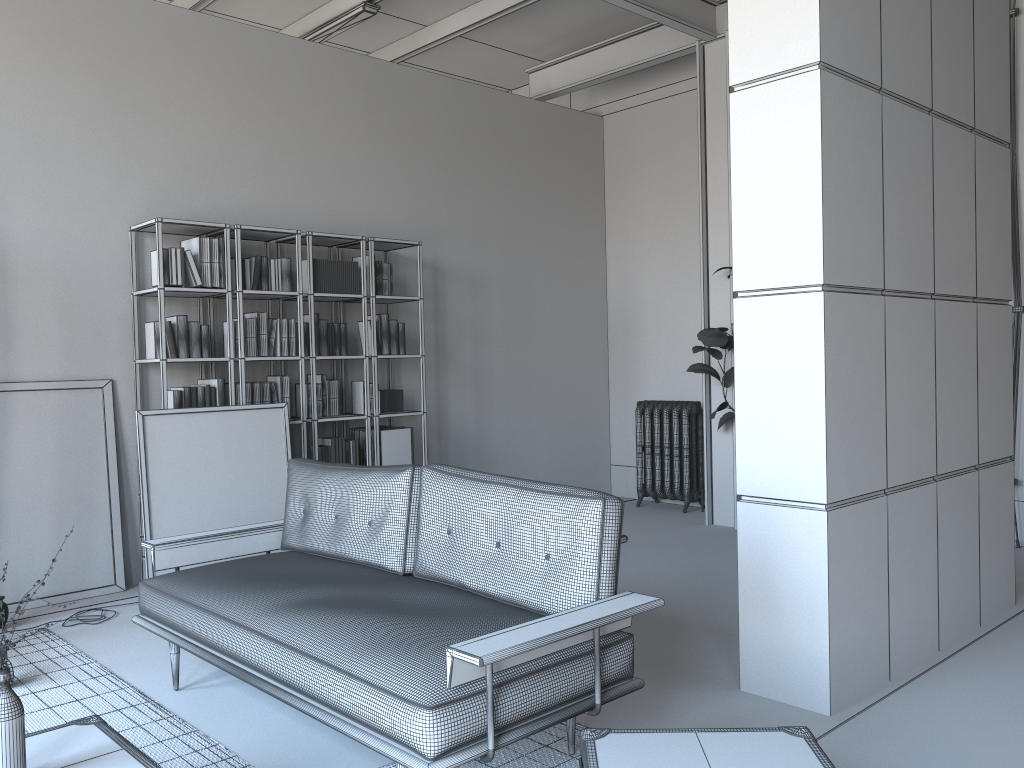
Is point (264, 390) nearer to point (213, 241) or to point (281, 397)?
point (281, 397)

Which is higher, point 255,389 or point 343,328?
point 343,328

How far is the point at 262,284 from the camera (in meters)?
5.84

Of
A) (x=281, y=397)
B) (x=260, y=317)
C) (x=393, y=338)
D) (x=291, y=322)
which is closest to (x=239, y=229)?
(x=260, y=317)

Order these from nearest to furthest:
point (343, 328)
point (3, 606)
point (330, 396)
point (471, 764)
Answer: point (471, 764) → point (3, 606) → point (330, 396) → point (343, 328)

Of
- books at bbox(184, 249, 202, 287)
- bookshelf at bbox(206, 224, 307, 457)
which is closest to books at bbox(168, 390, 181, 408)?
bookshelf at bbox(206, 224, 307, 457)

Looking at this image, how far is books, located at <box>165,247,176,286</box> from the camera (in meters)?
5.32

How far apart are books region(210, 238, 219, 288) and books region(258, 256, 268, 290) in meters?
0.4 m

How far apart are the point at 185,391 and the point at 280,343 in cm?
70

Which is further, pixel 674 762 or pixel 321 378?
pixel 321 378
